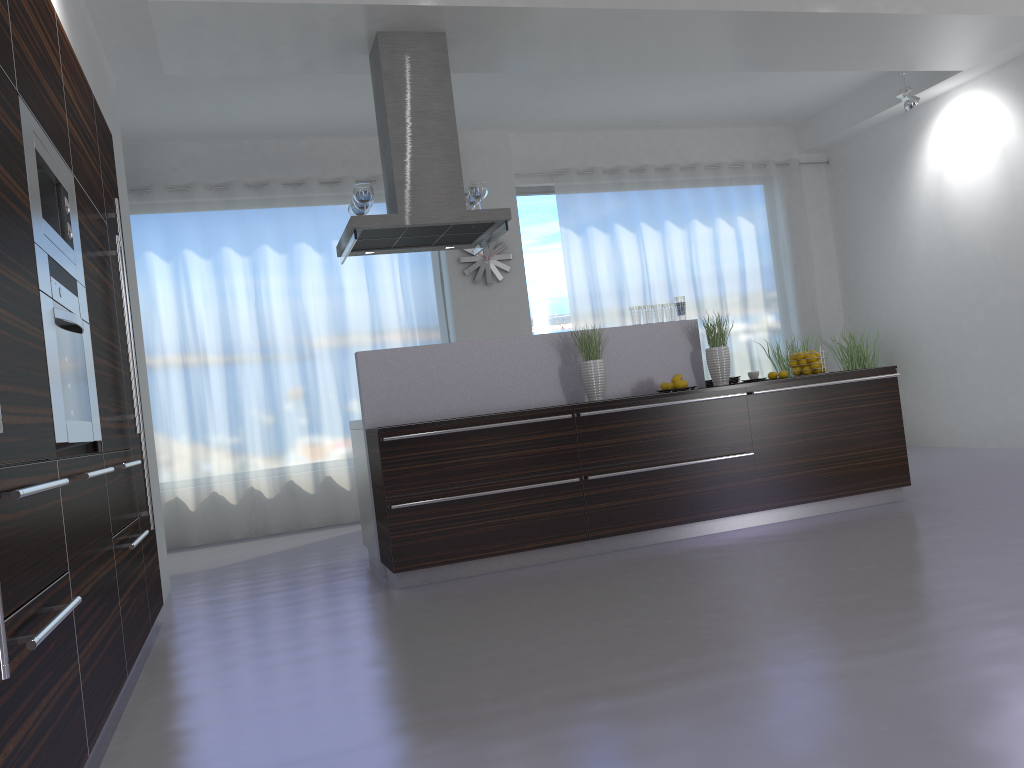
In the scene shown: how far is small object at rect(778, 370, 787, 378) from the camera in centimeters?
553cm

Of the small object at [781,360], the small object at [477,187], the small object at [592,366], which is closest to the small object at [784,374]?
the small object at [592,366]

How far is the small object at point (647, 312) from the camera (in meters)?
5.65

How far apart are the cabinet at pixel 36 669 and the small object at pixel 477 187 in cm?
211

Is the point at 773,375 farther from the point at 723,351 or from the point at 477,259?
the point at 477,259

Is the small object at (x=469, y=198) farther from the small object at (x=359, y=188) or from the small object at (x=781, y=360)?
the small object at (x=781, y=360)

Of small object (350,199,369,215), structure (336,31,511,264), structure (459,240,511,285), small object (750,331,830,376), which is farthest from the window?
small object (350,199,369,215)

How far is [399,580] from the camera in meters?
4.7 m

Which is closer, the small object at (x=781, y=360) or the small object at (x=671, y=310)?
the small object at (x=671, y=310)

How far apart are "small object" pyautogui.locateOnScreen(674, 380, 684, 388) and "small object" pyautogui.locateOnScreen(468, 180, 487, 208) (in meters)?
1.70
